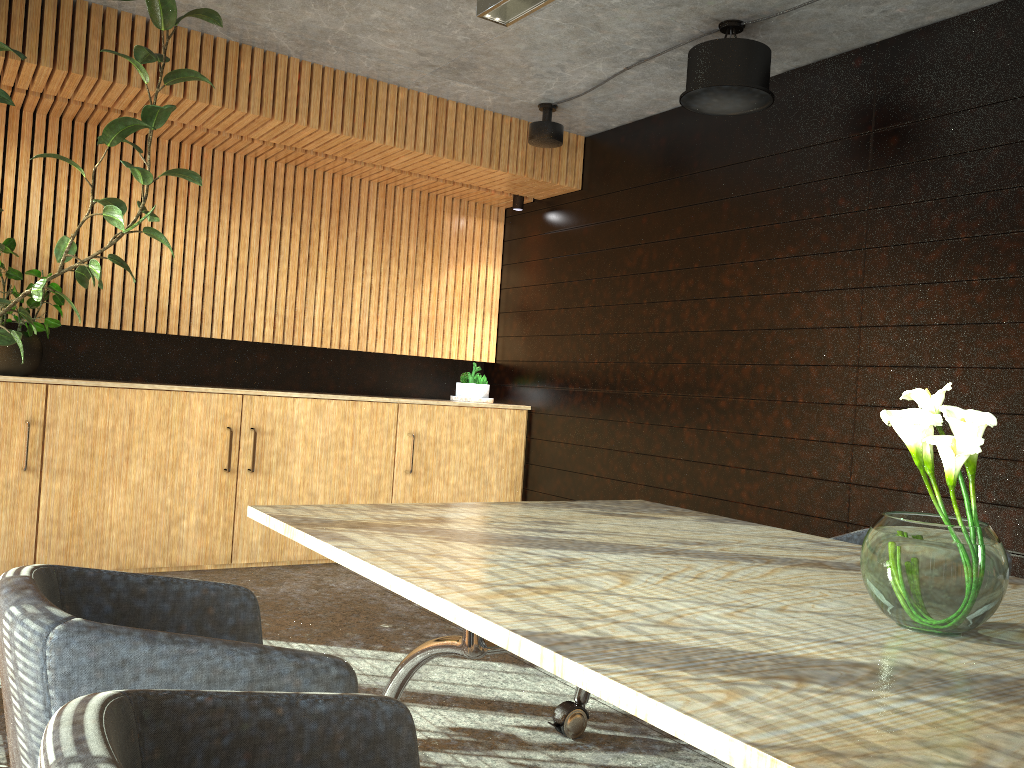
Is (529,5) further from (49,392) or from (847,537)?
(49,392)

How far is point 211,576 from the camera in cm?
600

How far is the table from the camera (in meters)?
1.29

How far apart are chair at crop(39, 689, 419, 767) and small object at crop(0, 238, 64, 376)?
5.0m

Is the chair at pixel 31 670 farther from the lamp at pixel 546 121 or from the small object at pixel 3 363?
the lamp at pixel 546 121

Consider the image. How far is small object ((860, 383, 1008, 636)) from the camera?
1.80m

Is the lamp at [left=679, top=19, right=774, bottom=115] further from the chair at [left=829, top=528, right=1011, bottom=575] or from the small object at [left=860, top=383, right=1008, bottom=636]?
the small object at [left=860, top=383, right=1008, bottom=636]

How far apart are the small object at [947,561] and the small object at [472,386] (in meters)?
5.69

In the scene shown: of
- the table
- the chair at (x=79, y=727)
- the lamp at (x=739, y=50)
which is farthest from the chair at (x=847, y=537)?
the chair at (x=79, y=727)

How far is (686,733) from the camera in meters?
1.3
